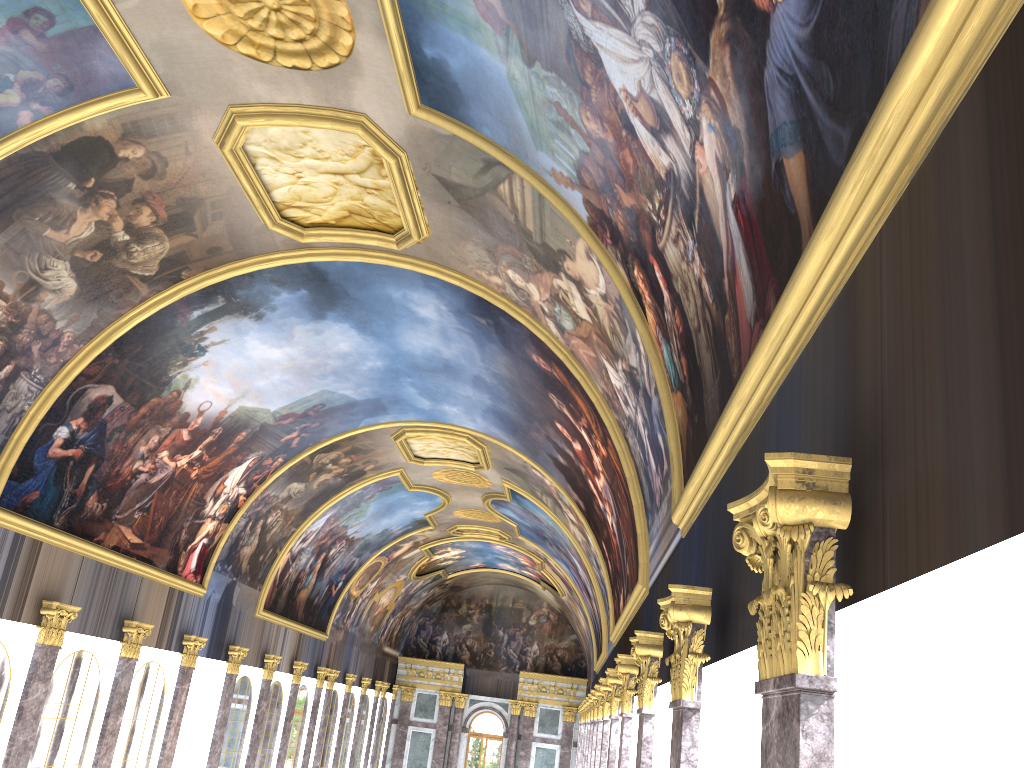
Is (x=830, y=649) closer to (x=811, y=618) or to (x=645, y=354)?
(x=811, y=618)

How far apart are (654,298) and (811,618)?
6.87m
